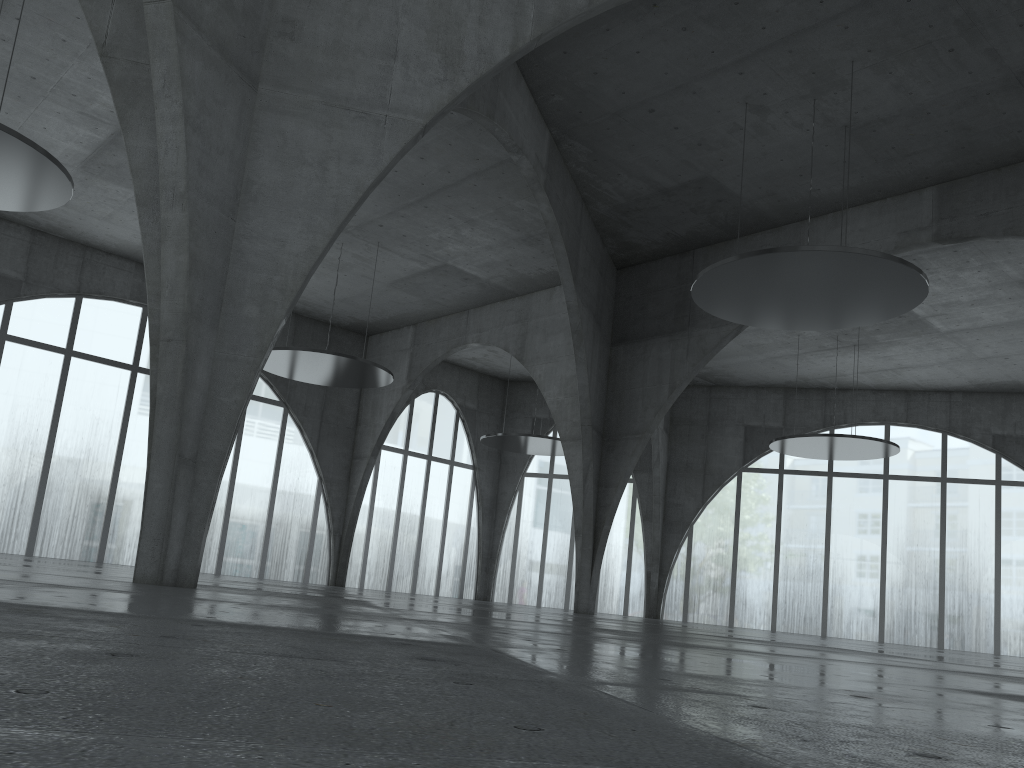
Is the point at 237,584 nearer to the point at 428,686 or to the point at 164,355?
the point at 164,355
